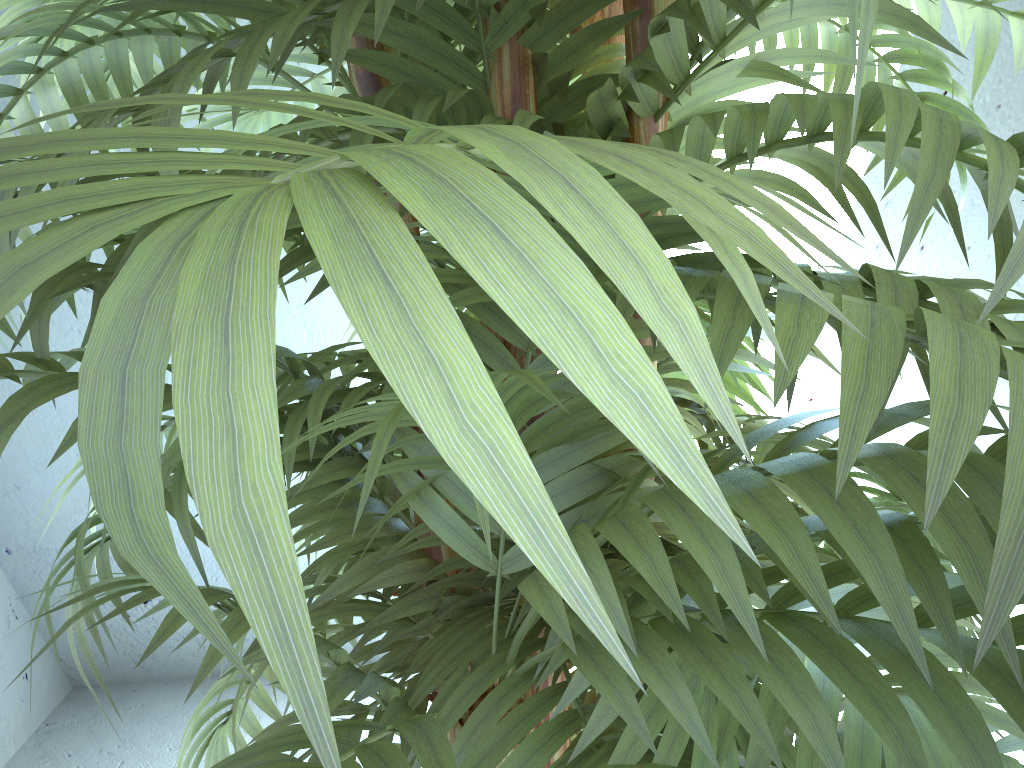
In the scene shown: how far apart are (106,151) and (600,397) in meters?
0.7 m

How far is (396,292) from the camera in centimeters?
10cm

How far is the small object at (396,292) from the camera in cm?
10

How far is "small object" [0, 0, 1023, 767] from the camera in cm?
10
